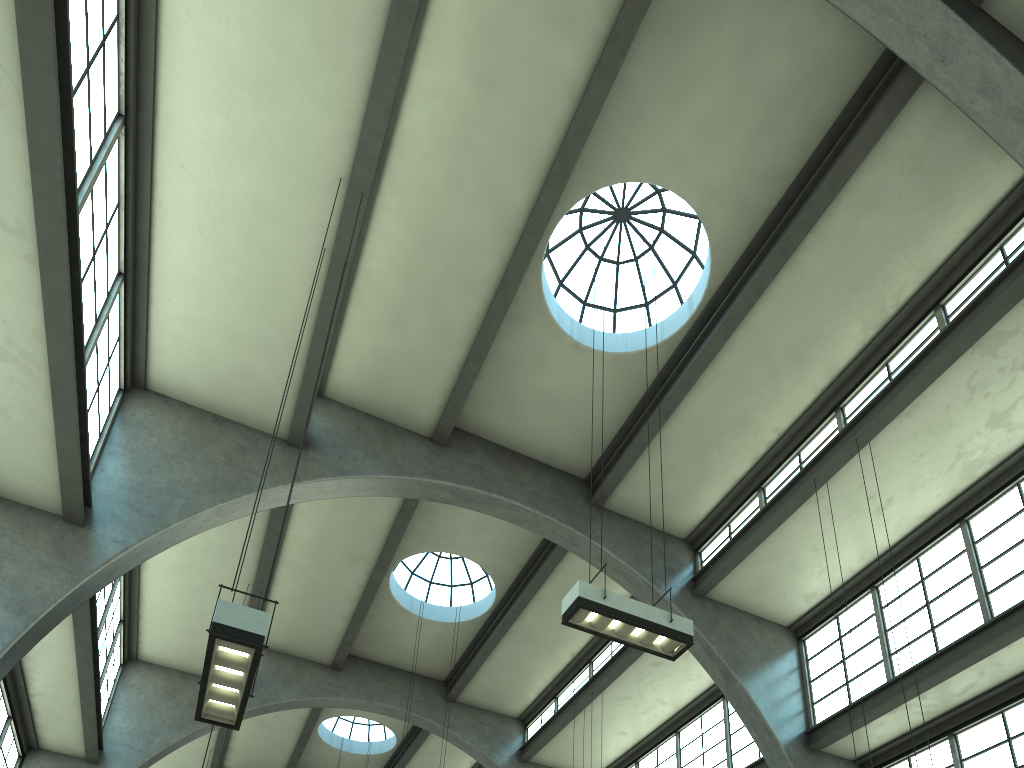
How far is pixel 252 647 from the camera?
6.0m

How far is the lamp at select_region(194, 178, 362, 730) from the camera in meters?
6.0

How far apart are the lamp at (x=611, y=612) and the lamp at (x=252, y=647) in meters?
3.5

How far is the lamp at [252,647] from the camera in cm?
599

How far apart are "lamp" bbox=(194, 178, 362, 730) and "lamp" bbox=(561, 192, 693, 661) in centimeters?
347cm

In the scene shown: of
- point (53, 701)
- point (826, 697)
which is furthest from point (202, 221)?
point (826, 697)

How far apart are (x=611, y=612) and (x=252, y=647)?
4.0 meters

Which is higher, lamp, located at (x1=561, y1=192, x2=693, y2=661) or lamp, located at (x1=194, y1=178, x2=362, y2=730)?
lamp, located at (x1=561, y1=192, x2=693, y2=661)

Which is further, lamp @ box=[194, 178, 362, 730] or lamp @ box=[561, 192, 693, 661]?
lamp @ box=[561, 192, 693, 661]

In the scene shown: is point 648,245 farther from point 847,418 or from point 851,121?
point 847,418
